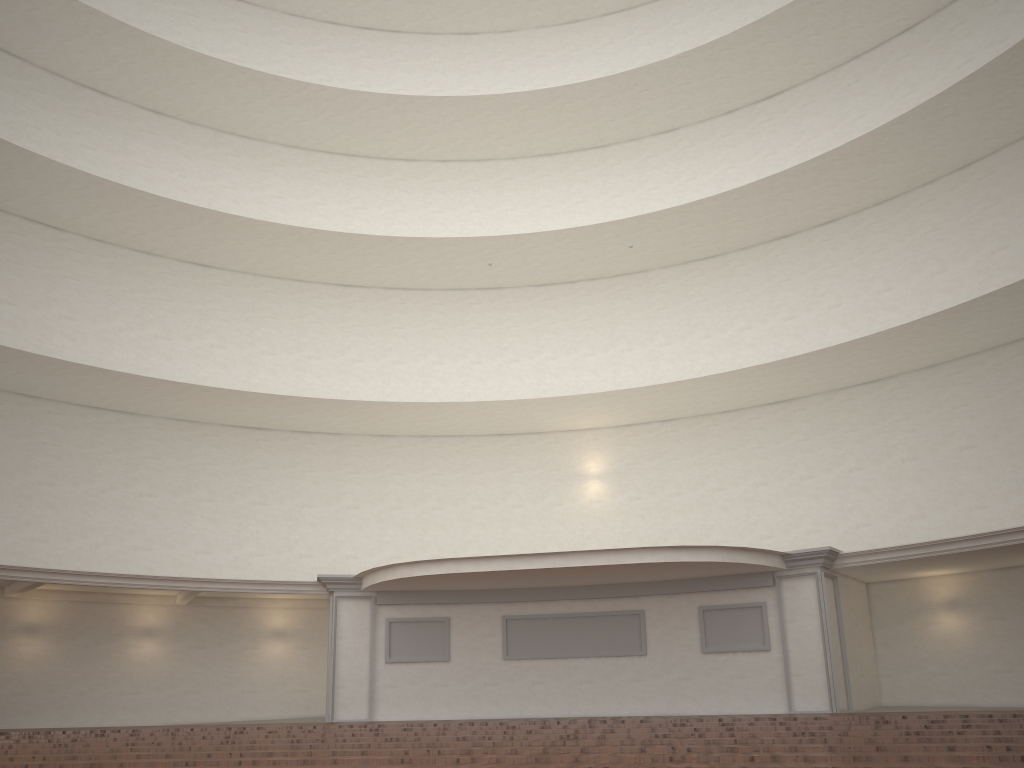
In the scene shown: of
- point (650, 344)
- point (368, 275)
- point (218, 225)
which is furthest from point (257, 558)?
point (650, 344)

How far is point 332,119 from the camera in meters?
24.1 m
